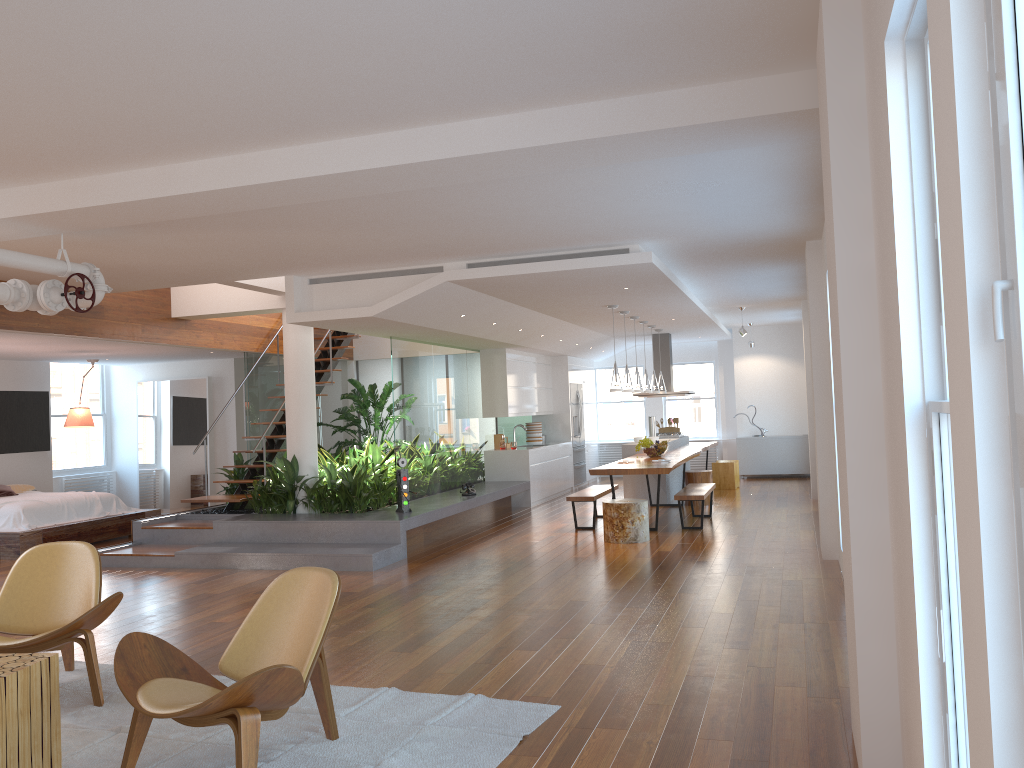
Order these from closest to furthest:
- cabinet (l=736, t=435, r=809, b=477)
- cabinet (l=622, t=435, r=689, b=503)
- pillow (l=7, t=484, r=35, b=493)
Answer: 1. pillow (l=7, t=484, r=35, b=493)
2. cabinet (l=622, t=435, r=689, b=503)
3. cabinet (l=736, t=435, r=809, b=477)

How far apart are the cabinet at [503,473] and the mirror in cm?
438

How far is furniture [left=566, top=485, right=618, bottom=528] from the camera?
9.81m

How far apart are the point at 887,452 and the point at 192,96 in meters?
3.2

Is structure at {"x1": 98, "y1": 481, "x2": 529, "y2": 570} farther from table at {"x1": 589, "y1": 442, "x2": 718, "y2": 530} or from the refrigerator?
the refrigerator

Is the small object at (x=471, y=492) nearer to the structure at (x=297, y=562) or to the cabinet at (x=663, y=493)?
the structure at (x=297, y=562)

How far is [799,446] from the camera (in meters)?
15.36

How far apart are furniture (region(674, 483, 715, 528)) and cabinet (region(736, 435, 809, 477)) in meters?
5.5 m

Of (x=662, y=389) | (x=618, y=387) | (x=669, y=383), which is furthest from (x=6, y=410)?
(x=669, y=383)

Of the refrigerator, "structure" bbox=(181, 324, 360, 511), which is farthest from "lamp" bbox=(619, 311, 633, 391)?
the refrigerator
